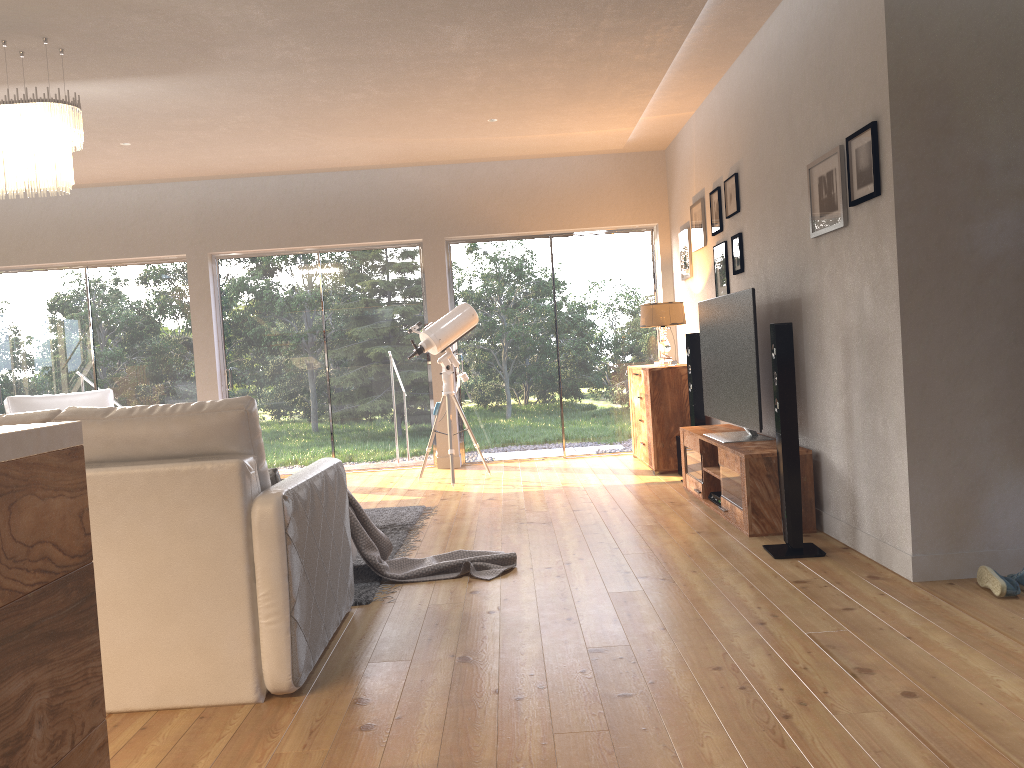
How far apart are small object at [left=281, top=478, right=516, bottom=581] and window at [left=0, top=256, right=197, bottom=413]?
4.7 meters

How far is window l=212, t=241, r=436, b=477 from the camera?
8.3 meters

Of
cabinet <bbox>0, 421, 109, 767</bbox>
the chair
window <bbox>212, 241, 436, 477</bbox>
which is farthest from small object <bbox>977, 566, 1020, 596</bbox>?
the chair

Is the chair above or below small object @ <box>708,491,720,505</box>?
above

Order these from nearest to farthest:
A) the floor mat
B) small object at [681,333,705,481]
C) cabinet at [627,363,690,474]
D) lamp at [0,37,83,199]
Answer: the floor mat → lamp at [0,37,83,199] → small object at [681,333,705,481] → cabinet at [627,363,690,474]

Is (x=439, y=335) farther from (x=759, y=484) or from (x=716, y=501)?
(x=759, y=484)

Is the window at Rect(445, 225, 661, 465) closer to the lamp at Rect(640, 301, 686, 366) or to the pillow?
the lamp at Rect(640, 301, 686, 366)

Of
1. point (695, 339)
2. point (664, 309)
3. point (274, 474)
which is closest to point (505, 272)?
point (664, 309)

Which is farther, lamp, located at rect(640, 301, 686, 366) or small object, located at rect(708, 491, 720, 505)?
lamp, located at rect(640, 301, 686, 366)

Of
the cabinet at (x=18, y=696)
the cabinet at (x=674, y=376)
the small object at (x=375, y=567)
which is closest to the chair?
the small object at (x=375, y=567)
